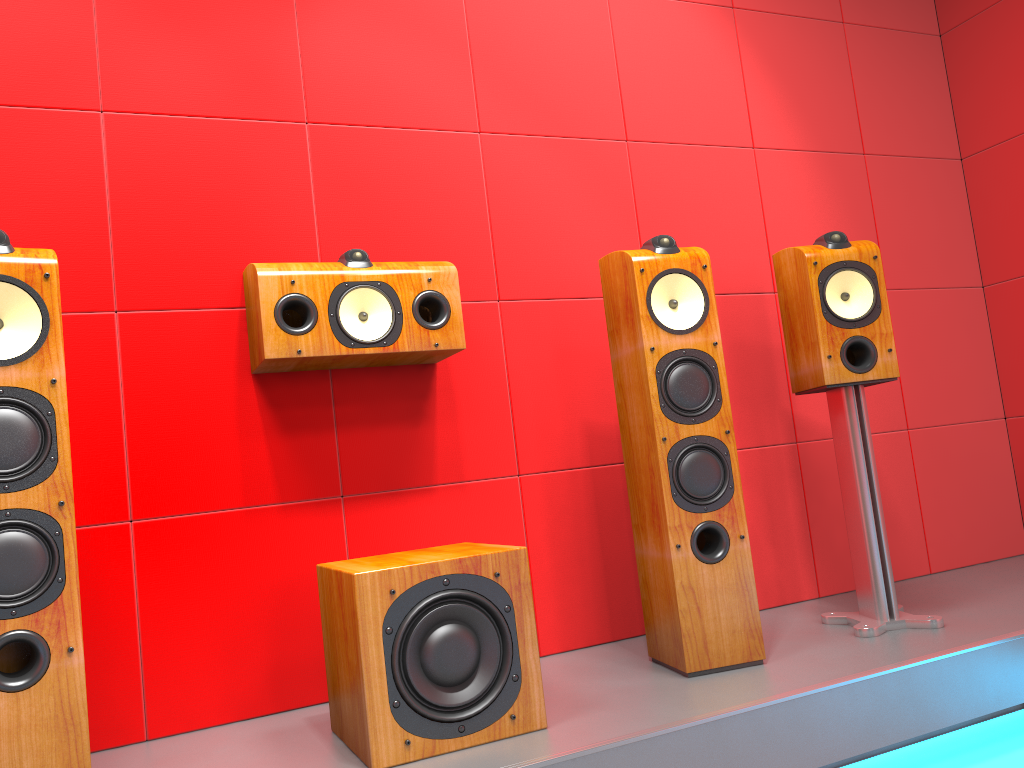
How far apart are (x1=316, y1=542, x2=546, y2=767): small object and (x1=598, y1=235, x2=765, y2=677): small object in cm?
43

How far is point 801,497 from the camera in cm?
287

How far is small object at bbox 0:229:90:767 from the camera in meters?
1.5

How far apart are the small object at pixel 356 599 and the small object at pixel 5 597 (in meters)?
0.46

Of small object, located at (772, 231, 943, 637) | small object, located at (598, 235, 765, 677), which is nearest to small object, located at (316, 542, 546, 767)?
small object, located at (598, 235, 765, 677)

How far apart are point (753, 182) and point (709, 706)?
1.82m

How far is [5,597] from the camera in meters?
1.5 m

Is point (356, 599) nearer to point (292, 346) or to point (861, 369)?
point (292, 346)

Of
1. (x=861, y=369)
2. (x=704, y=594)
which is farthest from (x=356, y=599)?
(x=861, y=369)

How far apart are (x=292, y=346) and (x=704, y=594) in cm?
112
